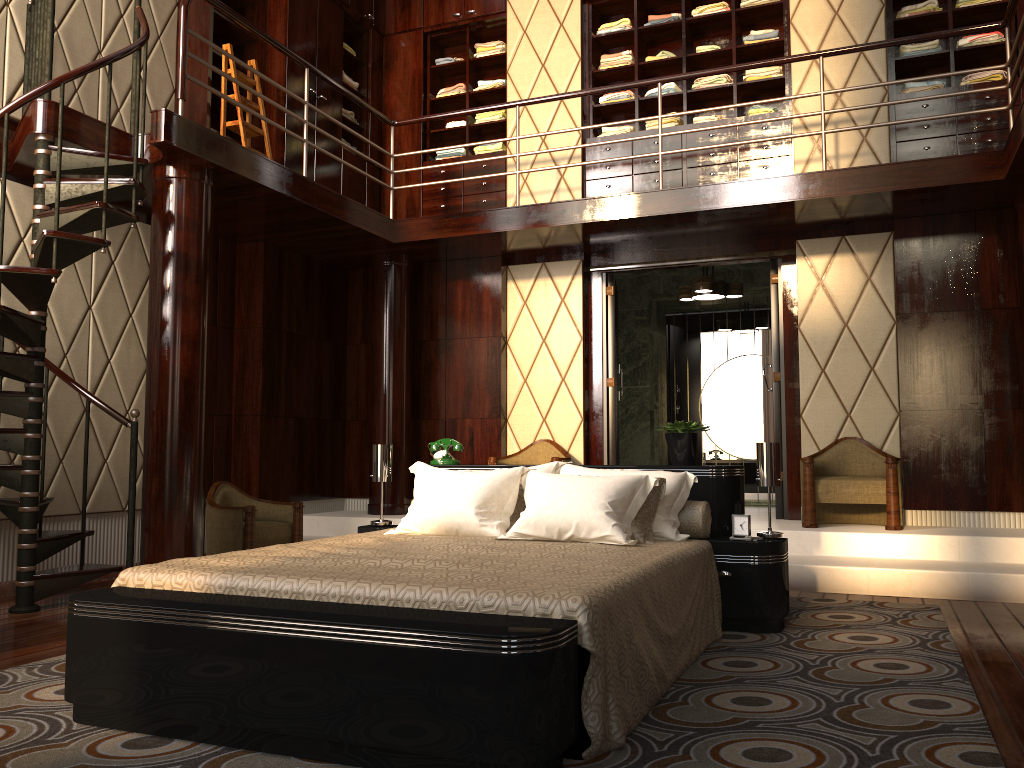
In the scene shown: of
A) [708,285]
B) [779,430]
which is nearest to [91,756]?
[779,430]

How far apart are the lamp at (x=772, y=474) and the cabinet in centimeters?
307cm

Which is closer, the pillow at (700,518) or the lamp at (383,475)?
the pillow at (700,518)

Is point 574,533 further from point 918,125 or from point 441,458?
point 918,125

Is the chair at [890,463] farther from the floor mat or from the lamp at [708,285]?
the lamp at [708,285]

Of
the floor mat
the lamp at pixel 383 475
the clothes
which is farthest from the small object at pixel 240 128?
the floor mat

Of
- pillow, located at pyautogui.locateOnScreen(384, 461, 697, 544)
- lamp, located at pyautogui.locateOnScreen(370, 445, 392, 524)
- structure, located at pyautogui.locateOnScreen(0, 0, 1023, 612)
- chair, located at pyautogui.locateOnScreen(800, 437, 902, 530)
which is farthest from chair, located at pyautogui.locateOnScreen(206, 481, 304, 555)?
chair, located at pyautogui.locateOnScreen(800, 437, 902, 530)

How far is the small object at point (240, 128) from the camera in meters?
5.6

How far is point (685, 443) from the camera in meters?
3.9 m

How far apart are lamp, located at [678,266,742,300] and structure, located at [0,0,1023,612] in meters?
0.6
